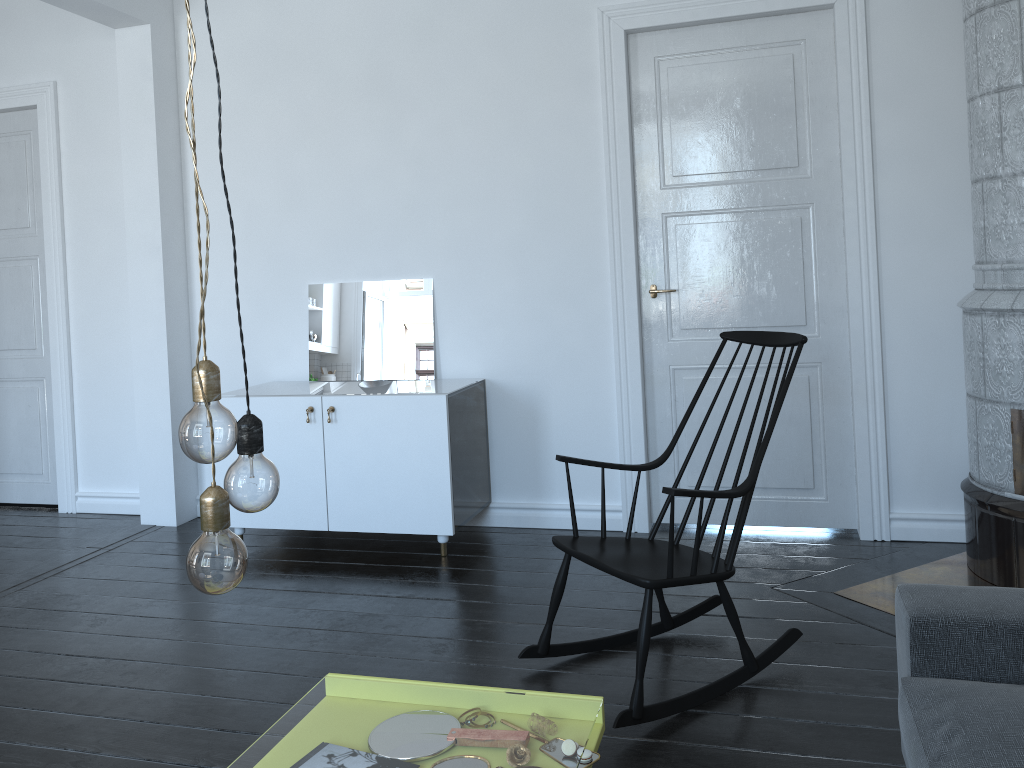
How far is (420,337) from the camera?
4.4m

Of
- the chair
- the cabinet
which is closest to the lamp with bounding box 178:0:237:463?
the chair

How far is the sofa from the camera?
1.6 meters

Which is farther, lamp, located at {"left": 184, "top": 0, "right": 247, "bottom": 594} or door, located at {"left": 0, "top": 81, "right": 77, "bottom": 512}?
door, located at {"left": 0, "top": 81, "right": 77, "bottom": 512}

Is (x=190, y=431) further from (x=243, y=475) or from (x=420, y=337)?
(x=420, y=337)

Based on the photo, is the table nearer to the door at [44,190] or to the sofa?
the sofa

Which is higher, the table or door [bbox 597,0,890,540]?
door [bbox 597,0,890,540]

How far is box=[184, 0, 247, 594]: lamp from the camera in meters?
1.1

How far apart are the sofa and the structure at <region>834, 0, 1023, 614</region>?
1.23m

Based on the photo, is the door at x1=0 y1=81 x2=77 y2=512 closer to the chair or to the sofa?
the chair
